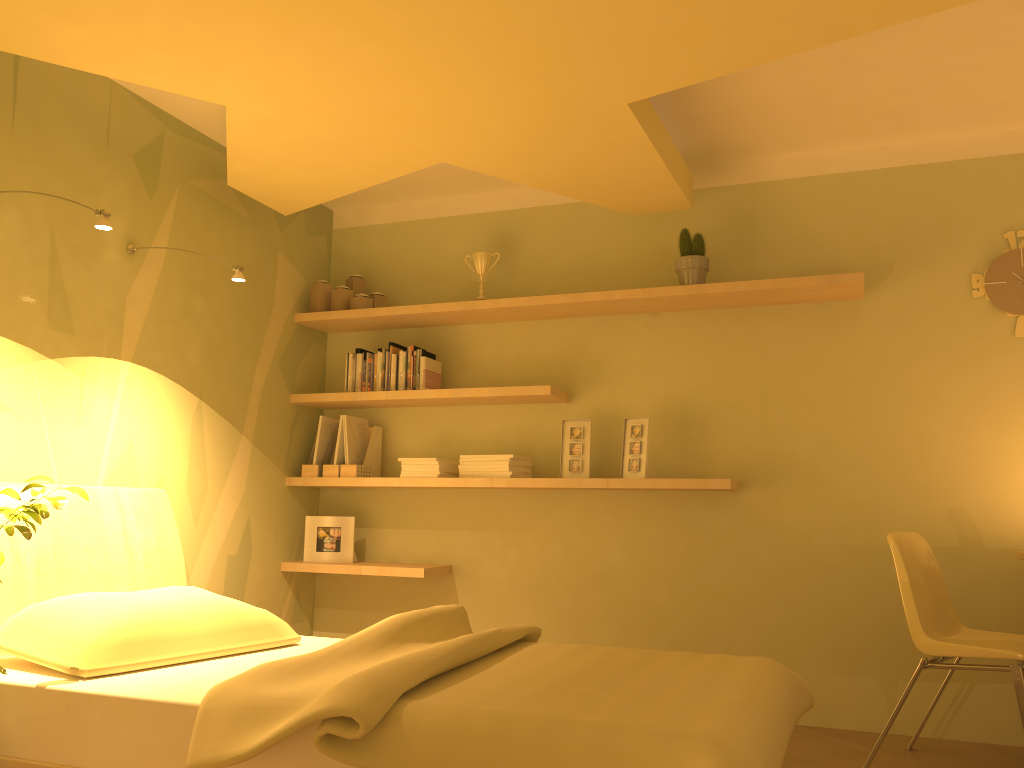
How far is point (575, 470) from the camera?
3.9 meters

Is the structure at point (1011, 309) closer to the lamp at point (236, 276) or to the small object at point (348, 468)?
the small object at point (348, 468)

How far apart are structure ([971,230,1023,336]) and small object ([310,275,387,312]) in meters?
2.6 m

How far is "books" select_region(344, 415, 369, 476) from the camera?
4.2 meters

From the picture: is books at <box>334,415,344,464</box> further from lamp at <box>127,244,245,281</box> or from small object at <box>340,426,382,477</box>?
lamp at <box>127,244,245,281</box>

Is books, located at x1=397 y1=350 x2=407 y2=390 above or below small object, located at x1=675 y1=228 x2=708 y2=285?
below

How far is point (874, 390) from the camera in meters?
3.6 m

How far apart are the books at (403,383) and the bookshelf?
0.1 meters

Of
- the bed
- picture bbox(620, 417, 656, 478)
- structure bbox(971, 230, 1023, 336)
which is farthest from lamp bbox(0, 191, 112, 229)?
structure bbox(971, 230, 1023, 336)

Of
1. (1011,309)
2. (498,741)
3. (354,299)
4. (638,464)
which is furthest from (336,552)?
(1011,309)
